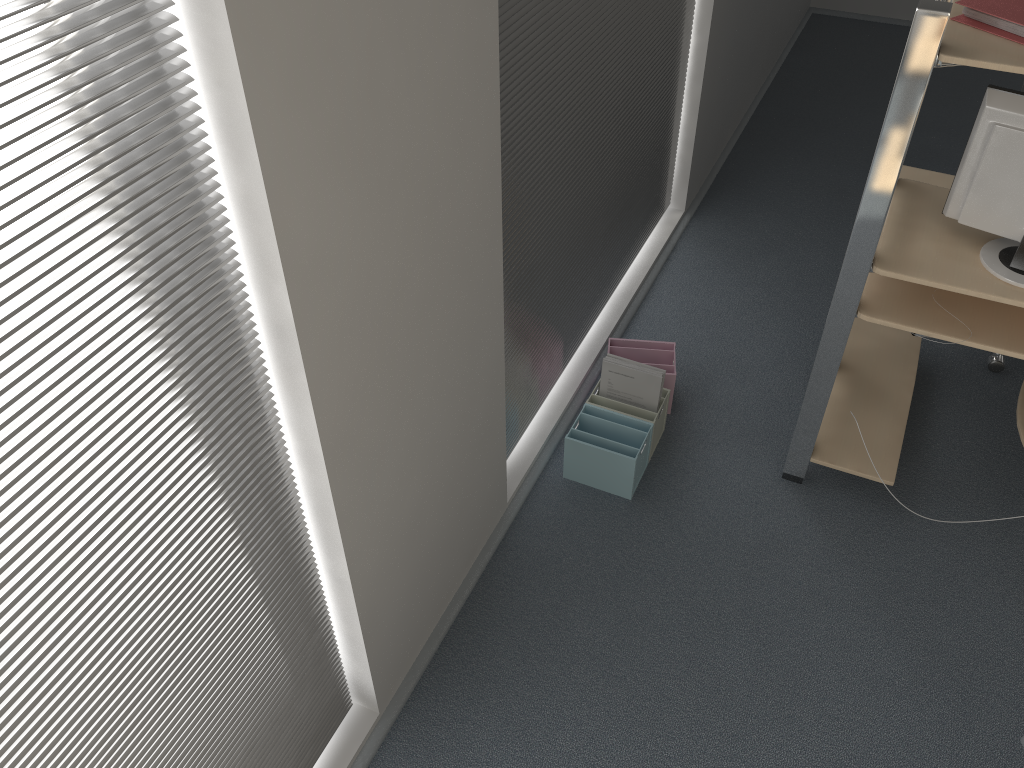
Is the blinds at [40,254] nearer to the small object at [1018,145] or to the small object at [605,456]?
the small object at [605,456]

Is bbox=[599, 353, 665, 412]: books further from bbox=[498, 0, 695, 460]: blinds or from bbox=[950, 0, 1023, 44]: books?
bbox=[950, 0, 1023, 44]: books

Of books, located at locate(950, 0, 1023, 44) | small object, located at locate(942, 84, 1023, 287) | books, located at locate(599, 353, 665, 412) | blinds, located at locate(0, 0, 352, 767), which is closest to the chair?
small object, located at locate(942, 84, 1023, 287)

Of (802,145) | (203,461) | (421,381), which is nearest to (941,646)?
(421,381)

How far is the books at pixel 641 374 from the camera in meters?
3.0

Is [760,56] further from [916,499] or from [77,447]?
[77,447]

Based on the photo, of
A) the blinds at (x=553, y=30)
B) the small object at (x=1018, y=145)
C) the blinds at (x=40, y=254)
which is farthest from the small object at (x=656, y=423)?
the blinds at (x=40, y=254)

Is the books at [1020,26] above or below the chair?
above

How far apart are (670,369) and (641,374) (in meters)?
0.25

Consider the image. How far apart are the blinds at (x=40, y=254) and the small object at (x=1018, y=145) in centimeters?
190cm
